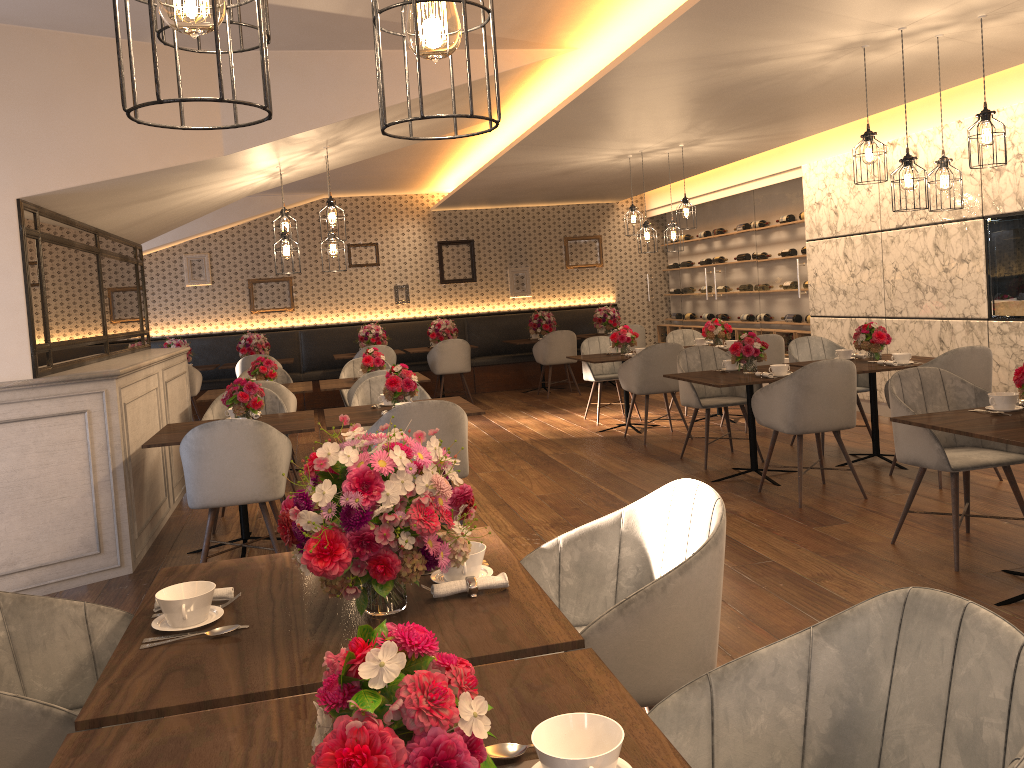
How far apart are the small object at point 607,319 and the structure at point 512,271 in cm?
127

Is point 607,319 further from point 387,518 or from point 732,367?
point 387,518

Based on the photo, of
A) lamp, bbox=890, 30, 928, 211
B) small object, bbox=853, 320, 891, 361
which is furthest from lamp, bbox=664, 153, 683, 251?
lamp, bbox=890, 30, 928, 211

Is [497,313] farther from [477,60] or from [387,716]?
[387,716]

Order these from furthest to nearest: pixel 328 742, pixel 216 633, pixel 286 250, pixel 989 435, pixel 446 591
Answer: pixel 286 250 < pixel 989 435 < pixel 446 591 < pixel 216 633 < pixel 328 742

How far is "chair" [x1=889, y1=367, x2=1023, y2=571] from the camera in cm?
405

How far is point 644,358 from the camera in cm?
761

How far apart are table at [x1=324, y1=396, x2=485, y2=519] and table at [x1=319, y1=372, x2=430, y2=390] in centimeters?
168cm

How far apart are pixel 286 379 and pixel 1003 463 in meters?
6.1

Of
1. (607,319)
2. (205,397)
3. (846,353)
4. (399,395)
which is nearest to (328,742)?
(399,395)
